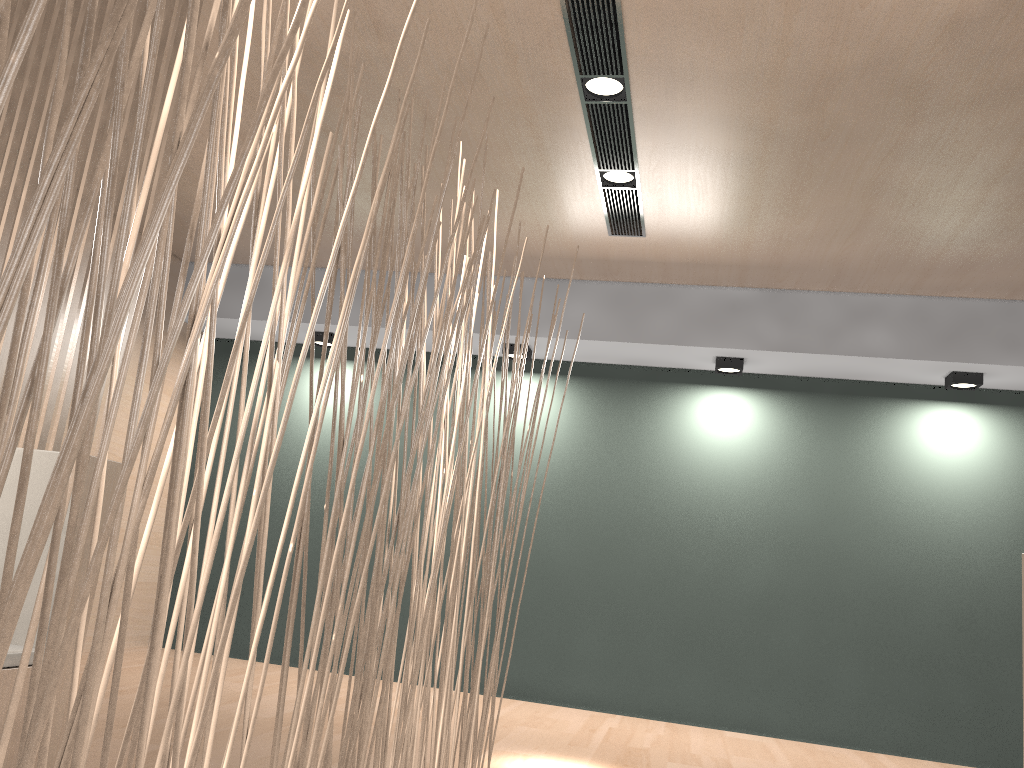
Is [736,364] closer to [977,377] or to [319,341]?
[977,377]

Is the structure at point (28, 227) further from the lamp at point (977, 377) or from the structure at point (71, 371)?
the lamp at point (977, 377)

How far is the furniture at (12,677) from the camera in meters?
1.5

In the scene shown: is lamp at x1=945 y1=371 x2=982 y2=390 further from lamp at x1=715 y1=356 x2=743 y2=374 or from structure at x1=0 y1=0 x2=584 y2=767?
structure at x1=0 y1=0 x2=584 y2=767

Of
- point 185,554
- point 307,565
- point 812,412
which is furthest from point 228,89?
point 185,554

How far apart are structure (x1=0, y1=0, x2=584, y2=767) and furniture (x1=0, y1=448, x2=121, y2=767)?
0.8 meters

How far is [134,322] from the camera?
0.4 meters

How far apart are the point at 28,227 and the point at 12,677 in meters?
1.4 m

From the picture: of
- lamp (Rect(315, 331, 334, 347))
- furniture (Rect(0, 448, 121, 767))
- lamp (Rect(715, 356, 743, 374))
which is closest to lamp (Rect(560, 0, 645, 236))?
lamp (Rect(715, 356, 743, 374))

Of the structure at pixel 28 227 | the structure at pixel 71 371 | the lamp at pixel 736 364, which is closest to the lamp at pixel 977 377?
the lamp at pixel 736 364
